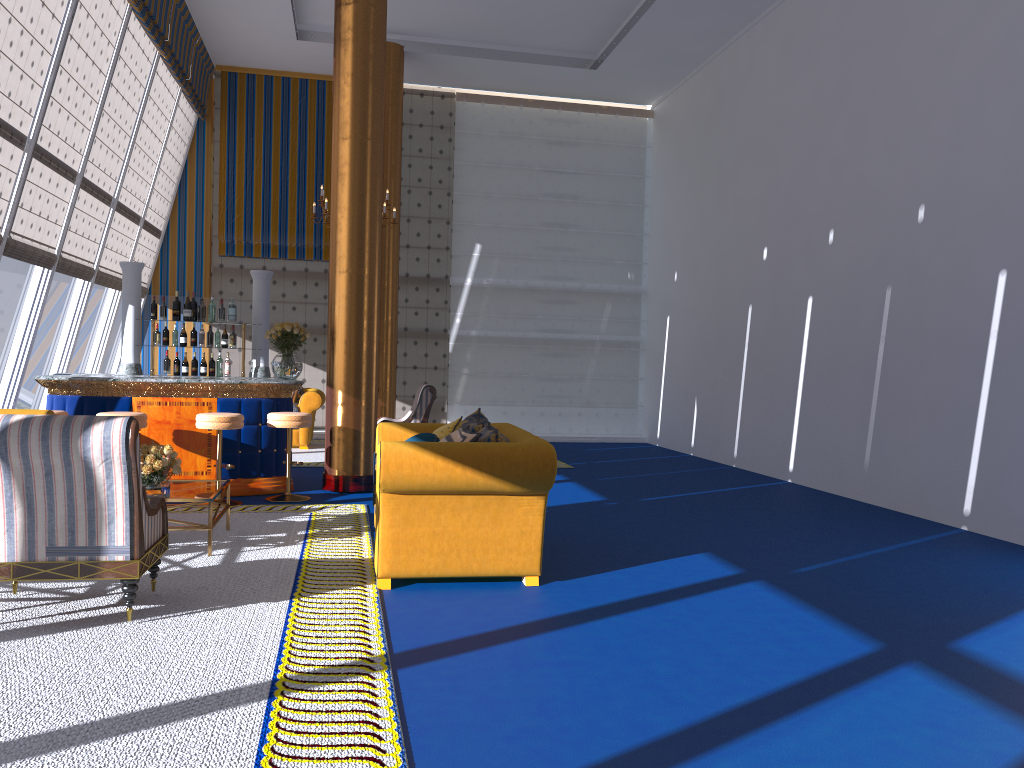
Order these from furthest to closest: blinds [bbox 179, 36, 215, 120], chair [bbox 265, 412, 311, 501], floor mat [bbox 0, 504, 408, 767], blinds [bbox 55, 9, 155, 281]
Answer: blinds [bbox 179, 36, 215, 120] → blinds [bbox 55, 9, 155, 281] → chair [bbox 265, 412, 311, 501] → floor mat [bbox 0, 504, 408, 767]

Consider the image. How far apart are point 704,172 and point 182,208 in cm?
821

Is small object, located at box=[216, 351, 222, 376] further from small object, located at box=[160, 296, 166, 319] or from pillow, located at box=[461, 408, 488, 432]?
pillow, located at box=[461, 408, 488, 432]

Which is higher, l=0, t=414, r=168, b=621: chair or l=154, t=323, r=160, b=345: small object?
l=154, t=323, r=160, b=345: small object

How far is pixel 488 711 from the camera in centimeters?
321cm

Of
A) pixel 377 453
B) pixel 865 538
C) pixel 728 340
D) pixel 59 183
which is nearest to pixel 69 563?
pixel 377 453

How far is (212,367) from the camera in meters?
9.2

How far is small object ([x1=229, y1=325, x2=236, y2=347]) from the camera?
9.2 meters

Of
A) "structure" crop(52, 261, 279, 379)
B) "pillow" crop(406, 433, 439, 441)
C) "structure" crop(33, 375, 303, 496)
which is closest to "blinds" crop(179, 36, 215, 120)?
"structure" crop(52, 261, 279, 379)

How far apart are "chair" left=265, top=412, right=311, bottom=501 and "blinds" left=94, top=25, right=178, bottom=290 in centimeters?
484cm
